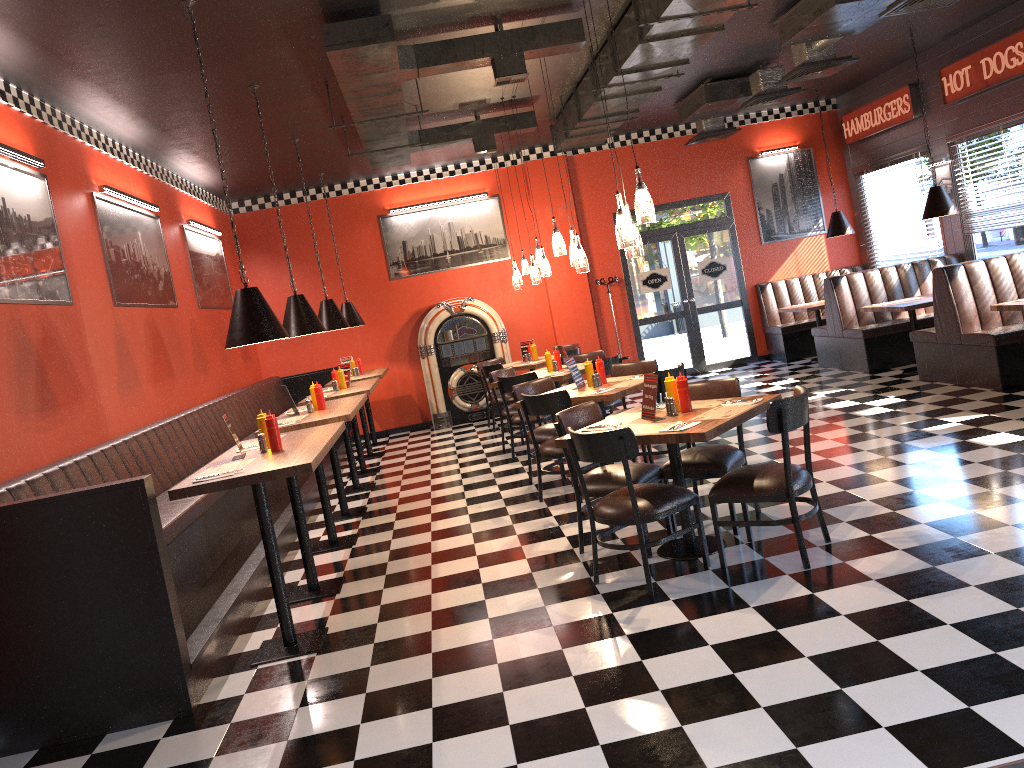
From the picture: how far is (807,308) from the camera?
11.6 meters

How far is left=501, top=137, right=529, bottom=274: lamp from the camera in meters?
11.3 m

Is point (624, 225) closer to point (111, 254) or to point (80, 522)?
point (80, 522)

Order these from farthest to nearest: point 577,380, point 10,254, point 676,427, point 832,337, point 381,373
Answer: point 832,337
point 381,373
point 577,380
point 10,254
point 676,427

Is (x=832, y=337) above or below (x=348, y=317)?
below

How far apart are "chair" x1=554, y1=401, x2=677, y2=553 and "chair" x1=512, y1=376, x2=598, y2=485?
1.76m

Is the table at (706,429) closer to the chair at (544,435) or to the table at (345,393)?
the chair at (544,435)

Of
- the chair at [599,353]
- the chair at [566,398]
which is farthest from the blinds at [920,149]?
the chair at [566,398]

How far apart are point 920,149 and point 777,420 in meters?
8.3

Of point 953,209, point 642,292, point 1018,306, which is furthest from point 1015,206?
point 642,292
